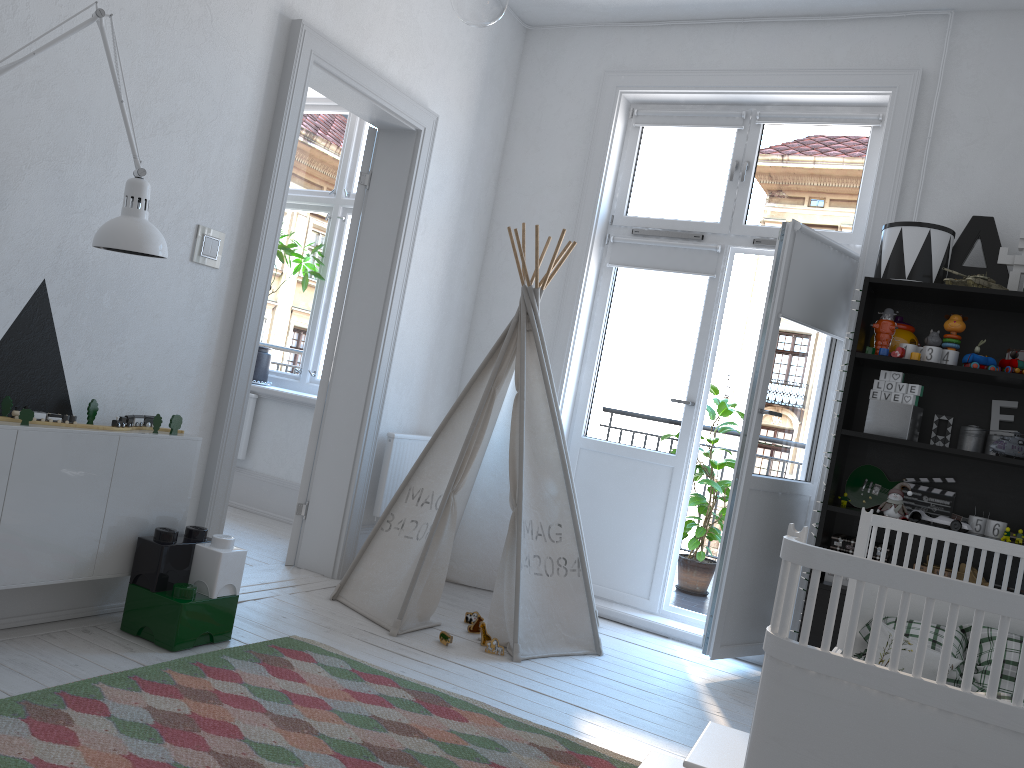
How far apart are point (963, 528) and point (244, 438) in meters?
3.8 m

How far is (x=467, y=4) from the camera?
1.1m

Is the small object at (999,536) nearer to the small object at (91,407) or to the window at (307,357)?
the small object at (91,407)

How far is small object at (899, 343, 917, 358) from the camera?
3.4m

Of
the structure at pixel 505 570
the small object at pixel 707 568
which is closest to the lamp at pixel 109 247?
the structure at pixel 505 570

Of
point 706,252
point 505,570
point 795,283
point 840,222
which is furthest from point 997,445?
point 505,570

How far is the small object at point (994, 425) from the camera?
3.5 meters

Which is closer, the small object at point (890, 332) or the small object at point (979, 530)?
the small object at point (979, 530)

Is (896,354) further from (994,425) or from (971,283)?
(994,425)

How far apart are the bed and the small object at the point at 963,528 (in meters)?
0.94
